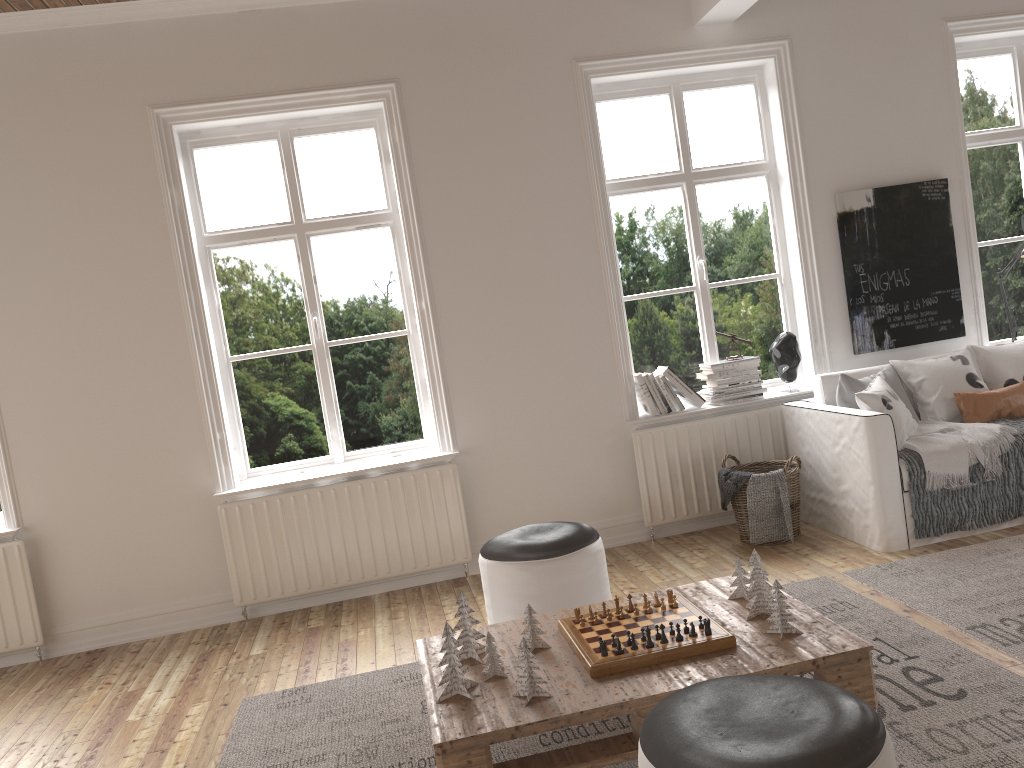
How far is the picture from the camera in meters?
5.0

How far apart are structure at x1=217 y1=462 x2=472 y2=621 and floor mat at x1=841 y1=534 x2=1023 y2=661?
1.9 meters

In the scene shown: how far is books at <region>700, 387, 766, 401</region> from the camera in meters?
4.9 m

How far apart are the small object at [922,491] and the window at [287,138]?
2.4 meters

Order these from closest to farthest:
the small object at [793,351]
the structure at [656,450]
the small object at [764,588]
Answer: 1. the small object at [764,588]
2. the structure at [656,450]
3. the small object at [793,351]

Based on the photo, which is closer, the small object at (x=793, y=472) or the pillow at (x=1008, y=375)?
the small object at (x=793, y=472)

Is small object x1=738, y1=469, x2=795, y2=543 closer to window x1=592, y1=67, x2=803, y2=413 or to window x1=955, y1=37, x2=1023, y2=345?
window x1=592, y1=67, x2=803, y2=413

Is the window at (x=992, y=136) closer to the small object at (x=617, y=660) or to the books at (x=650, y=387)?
the books at (x=650, y=387)

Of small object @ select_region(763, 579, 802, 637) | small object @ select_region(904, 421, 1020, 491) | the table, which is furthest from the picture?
small object @ select_region(763, 579, 802, 637)

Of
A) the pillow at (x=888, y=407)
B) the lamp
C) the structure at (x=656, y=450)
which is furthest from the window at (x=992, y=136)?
the structure at (x=656, y=450)
